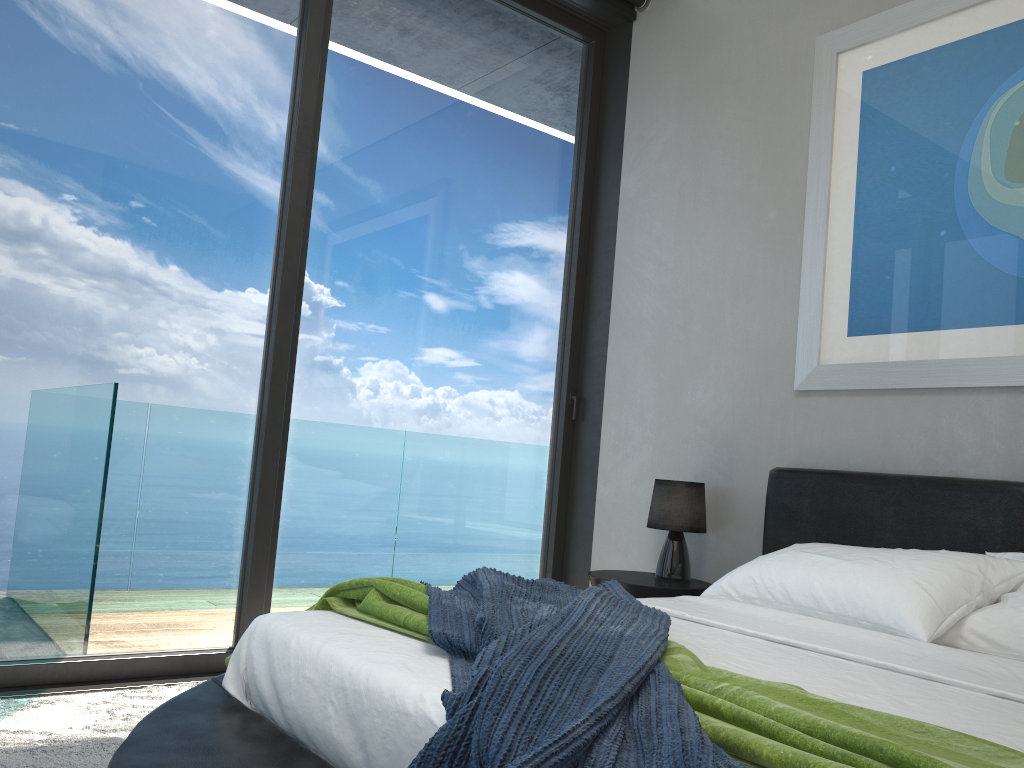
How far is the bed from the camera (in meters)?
1.53

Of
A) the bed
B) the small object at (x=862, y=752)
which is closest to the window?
the bed

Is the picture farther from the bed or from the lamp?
the lamp

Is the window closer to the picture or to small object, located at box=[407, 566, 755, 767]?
the picture

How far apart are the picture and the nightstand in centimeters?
86cm

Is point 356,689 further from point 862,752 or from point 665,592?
point 665,592

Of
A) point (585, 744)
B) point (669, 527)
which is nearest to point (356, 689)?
point (585, 744)

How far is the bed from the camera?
1.5m

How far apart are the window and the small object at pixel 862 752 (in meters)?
1.27

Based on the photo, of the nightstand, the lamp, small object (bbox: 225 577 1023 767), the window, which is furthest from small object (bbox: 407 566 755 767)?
the window
